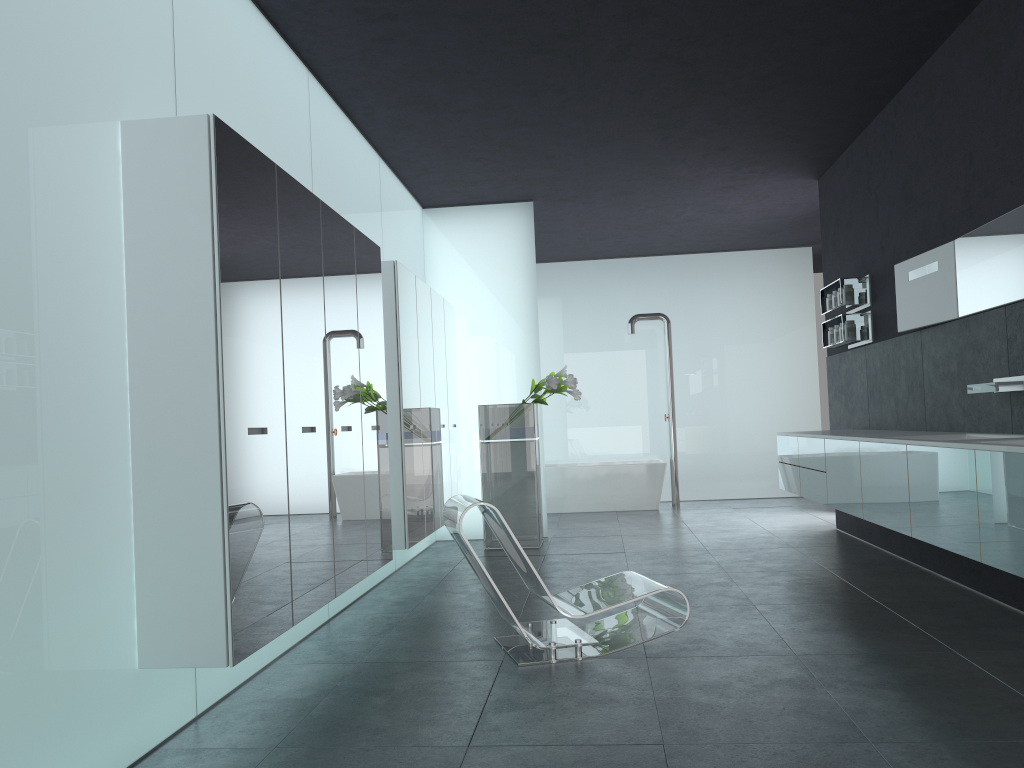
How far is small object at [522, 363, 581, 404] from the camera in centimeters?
886cm

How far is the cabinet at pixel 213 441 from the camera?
3.53m

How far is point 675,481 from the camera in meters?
12.7 m

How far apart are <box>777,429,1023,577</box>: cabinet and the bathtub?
3.8m

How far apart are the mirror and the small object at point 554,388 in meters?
3.2

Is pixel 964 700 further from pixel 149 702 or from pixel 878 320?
pixel 878 320

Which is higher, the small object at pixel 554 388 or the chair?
the small object at pixel 554 388

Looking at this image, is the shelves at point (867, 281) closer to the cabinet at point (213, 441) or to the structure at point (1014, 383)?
the structure at point (1014, 383)

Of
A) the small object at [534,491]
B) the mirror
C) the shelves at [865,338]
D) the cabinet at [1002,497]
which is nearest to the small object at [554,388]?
the small object at [534,491]

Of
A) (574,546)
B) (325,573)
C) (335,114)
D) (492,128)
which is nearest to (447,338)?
(492,128)
